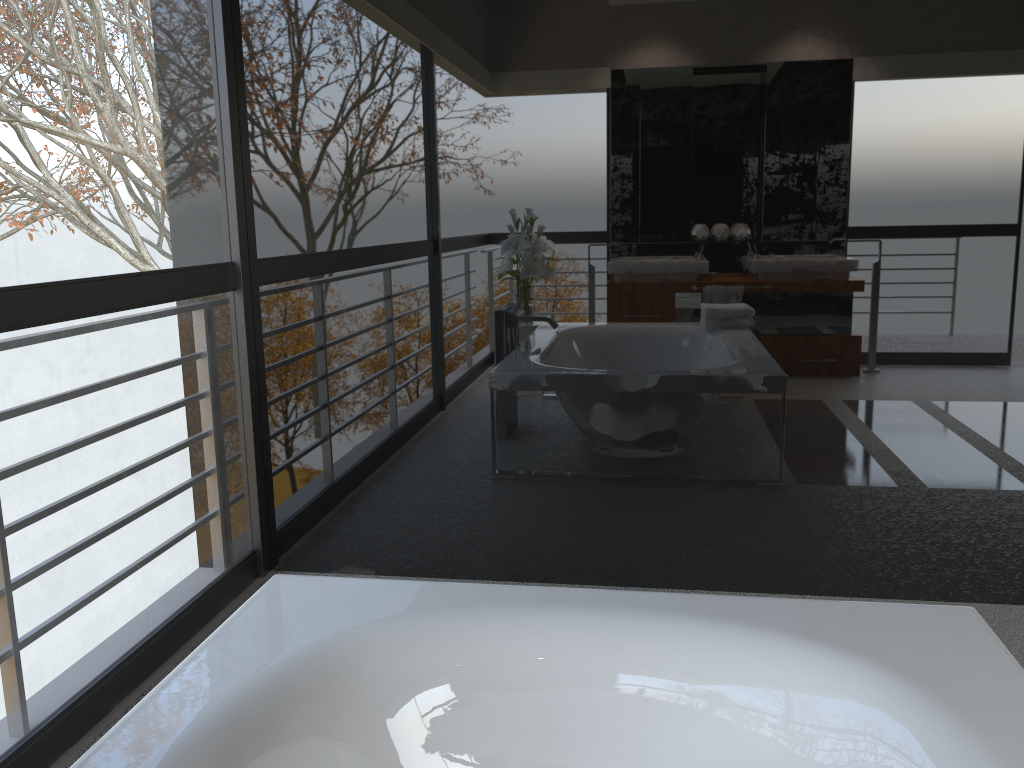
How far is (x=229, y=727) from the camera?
1.28m

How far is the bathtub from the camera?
1.3m

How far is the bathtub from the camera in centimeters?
128cm
